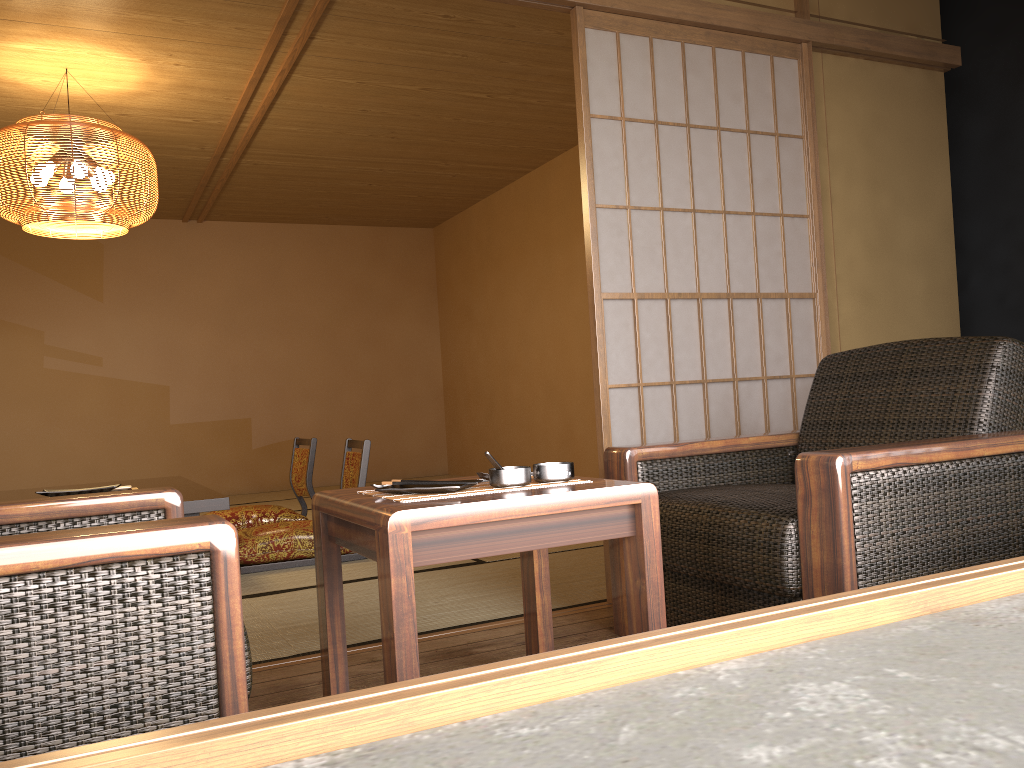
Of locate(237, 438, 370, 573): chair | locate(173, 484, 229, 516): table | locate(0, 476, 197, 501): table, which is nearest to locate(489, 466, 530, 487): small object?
locate(173, 484, 229, 516): table

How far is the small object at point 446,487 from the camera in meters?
1.7 m

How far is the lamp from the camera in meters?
4.1

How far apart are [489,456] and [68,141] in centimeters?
342cm

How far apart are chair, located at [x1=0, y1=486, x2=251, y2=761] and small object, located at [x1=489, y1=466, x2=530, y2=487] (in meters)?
0.57

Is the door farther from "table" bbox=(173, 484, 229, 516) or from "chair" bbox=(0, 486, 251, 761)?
"table" bbox=(173, 484, 229, 516)

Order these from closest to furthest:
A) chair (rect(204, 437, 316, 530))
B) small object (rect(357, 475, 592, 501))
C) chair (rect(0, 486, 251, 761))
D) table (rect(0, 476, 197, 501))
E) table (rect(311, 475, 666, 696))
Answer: chair (rect(0, 486, 251, 761)), table (rect(311, 475, 666, 696)), small object (rect(357, 475, 592, 501)), table (rect(0, 476, 197, 501)), chair (rect(204, 437, 316, 530))

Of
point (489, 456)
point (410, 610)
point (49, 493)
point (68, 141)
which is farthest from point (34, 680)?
point (68, 141)

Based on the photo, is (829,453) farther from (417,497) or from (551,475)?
(417,497)

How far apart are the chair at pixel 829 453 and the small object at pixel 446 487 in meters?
0.7
